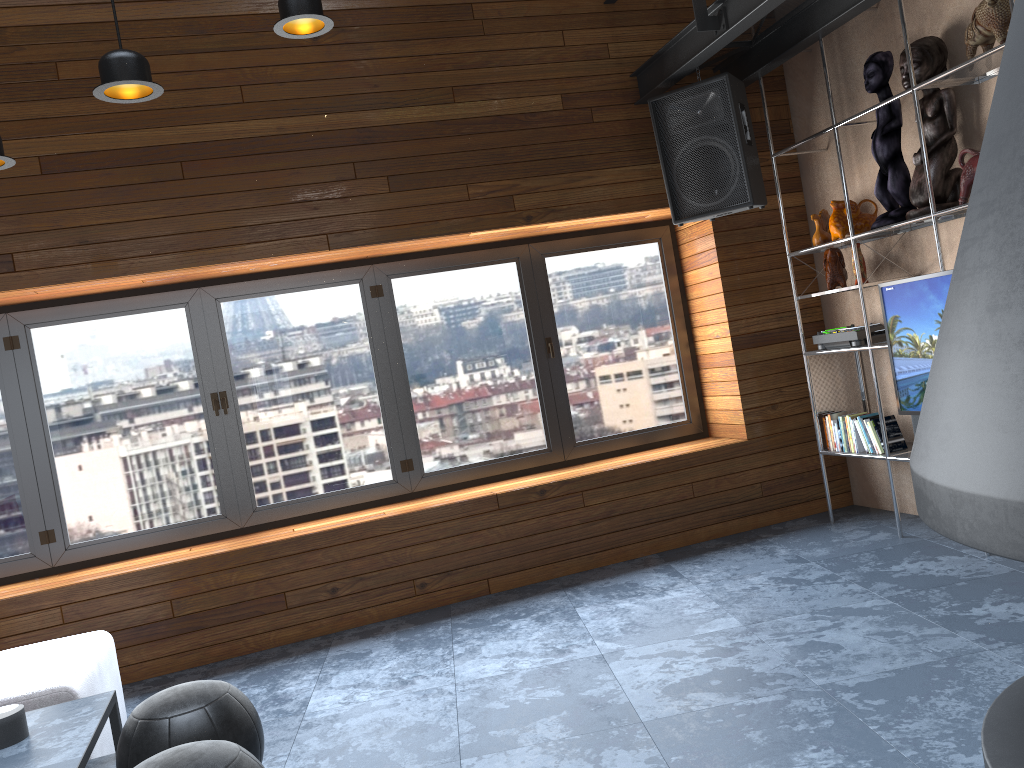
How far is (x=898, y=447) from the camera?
4.7 meters

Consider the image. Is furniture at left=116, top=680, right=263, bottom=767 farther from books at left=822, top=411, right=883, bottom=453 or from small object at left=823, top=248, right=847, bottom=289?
small object at left=823, top=248, right=847, bottom=289

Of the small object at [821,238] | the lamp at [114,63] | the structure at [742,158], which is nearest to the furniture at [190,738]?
the lamp at [114,63]

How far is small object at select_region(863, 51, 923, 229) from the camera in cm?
435

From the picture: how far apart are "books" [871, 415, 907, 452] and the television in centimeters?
47cm

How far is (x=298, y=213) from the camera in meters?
4.6 m

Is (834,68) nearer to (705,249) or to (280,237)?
(705,249)

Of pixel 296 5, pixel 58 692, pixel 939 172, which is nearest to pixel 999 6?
pixel 939 172

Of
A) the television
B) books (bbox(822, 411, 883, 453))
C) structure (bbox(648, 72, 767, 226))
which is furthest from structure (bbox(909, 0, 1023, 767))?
structure (bbox(648, 72, 767, 226))

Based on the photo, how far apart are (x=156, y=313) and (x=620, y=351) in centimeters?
273cm
